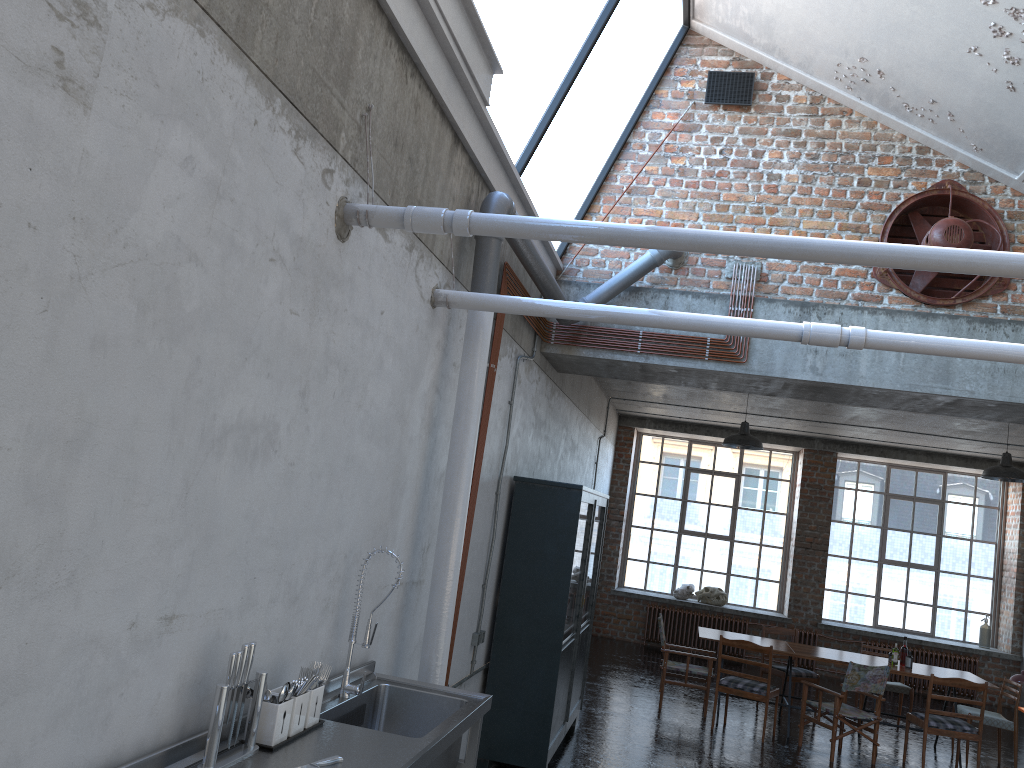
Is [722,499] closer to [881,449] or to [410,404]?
[881,449]

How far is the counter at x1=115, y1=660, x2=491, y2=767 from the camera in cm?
287

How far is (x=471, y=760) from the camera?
4.1 meters

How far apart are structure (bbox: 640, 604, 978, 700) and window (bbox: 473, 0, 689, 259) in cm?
902

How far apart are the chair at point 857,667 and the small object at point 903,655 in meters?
1.0 m

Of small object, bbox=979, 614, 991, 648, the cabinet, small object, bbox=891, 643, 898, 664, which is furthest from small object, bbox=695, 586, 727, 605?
the cabinet

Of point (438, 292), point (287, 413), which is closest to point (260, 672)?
point (287, 413)

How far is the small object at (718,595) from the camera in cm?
1521

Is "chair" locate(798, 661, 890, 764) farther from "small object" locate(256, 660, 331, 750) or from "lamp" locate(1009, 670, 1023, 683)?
"small object" locate(256, 660, 331, 750)

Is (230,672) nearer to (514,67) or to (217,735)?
(217,735)
